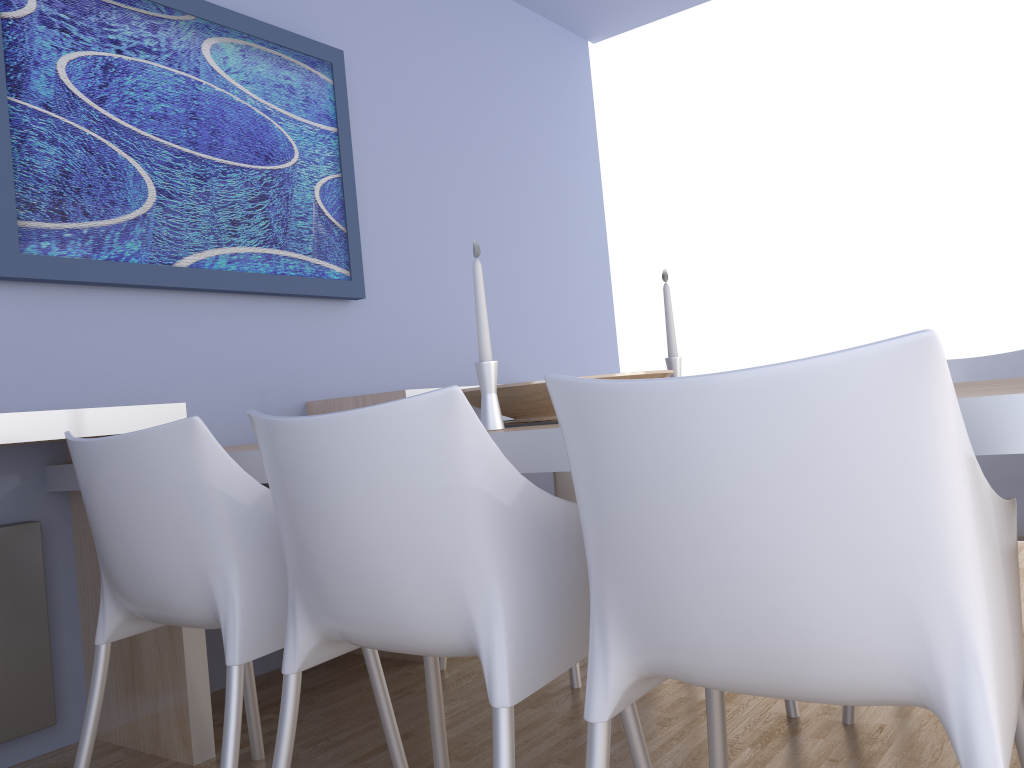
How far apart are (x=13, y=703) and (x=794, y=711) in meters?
1.8

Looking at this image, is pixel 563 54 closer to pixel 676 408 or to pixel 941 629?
pixel 676 408

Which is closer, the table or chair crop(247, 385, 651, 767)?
the table

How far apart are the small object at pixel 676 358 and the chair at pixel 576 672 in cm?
45

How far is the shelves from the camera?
1.90m

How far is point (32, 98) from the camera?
2.3m

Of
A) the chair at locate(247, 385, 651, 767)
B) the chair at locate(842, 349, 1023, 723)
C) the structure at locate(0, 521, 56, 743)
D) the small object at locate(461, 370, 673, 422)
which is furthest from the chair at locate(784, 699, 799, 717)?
the structure at locate(0, 521, 56, 743)

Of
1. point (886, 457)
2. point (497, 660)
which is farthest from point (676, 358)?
point (886, 457)

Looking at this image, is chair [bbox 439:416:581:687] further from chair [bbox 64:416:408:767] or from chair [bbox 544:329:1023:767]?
chair [bbox 544:329:1023:767]

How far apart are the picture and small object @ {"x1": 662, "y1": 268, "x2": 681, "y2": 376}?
1.3 meters
